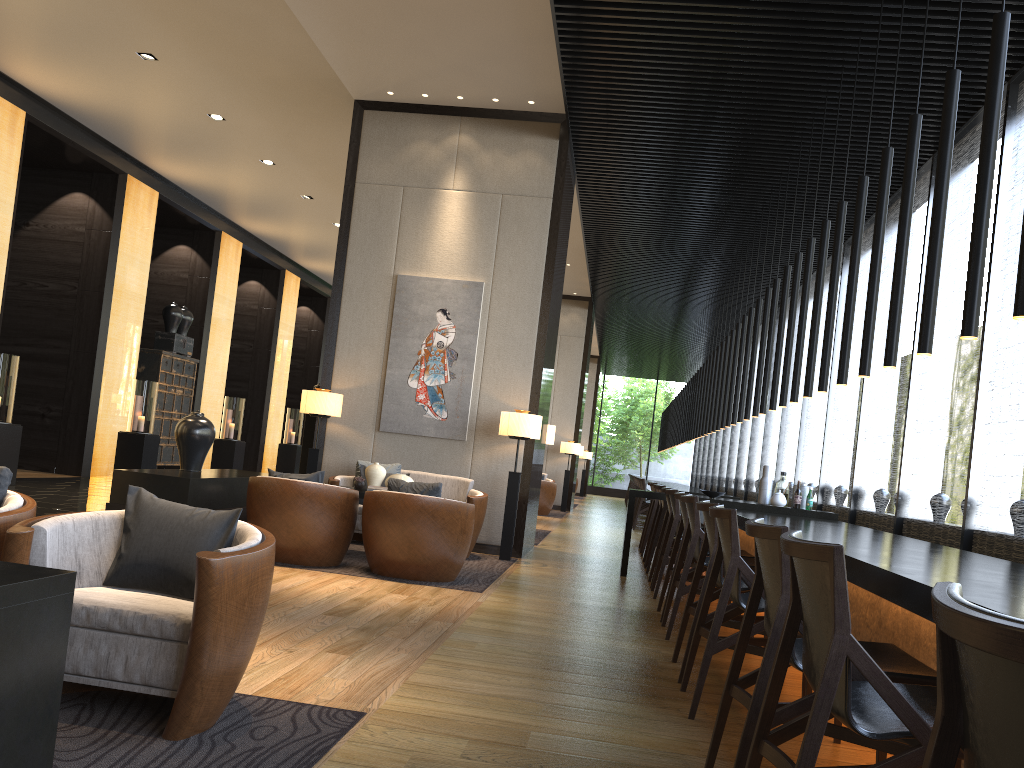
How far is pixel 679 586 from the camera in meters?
4.9

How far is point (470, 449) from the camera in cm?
830

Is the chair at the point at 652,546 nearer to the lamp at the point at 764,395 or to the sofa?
the lamp at the point at 764,395

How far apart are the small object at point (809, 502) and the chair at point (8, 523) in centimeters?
616cm

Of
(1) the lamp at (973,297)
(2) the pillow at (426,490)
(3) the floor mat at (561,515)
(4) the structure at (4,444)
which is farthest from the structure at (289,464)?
(1) the lamp at (973,297)

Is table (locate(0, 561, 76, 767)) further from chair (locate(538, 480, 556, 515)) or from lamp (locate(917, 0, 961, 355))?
chair (locate(538, 480, 556, 515))

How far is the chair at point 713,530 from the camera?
4.0m

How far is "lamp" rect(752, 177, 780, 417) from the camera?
8.57m

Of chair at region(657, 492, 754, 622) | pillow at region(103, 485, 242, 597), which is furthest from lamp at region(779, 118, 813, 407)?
pillow at region(103, 485, 242, 597)

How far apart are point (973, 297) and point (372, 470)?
4.77m
